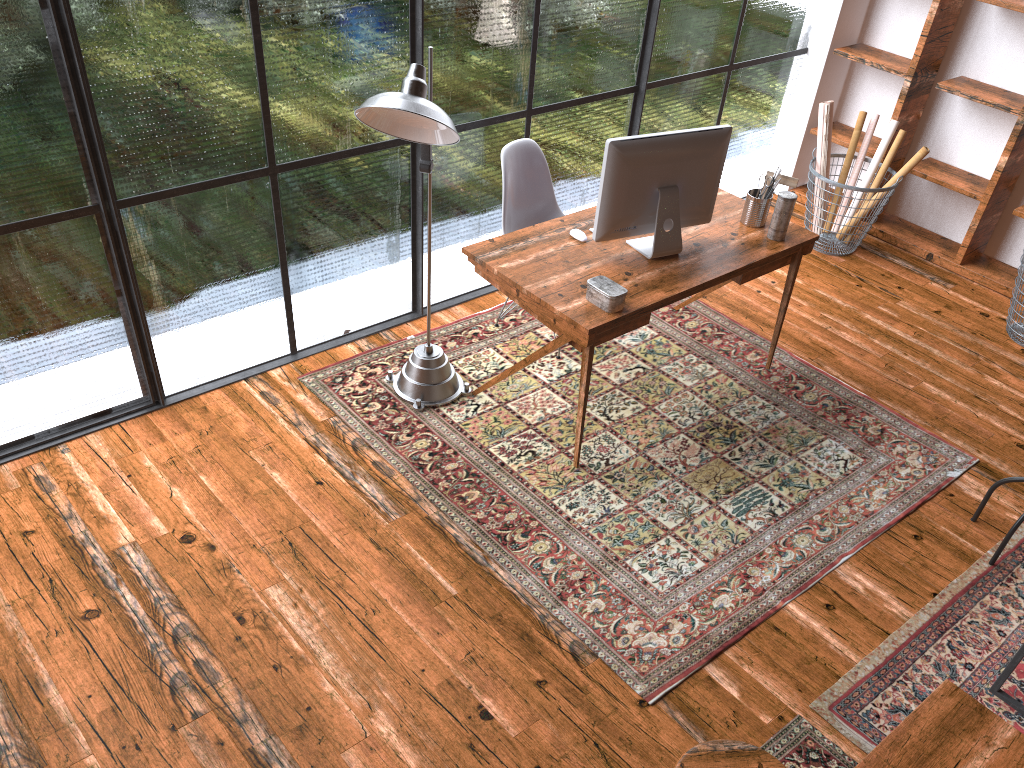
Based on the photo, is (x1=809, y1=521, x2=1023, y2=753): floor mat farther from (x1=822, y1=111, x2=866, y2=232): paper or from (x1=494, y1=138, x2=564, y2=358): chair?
(x1=822, y1=111, x2=866, y2=232): paper

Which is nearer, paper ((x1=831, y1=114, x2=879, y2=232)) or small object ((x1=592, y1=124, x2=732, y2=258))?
small object ((x1=592, y1=124, x2=732, y2=258))

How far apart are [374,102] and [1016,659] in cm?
268

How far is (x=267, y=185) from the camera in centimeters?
360cm

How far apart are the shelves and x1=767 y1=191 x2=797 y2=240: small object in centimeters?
190cm

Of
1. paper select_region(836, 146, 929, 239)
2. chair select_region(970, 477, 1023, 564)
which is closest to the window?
paper select_region(836, 146, 929, 239)

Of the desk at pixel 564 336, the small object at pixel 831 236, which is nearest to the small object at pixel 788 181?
the desk at pixel 564 336

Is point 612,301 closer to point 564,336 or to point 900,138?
point 564,336

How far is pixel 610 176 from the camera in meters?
3.4

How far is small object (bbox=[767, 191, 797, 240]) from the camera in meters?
3.7 m
